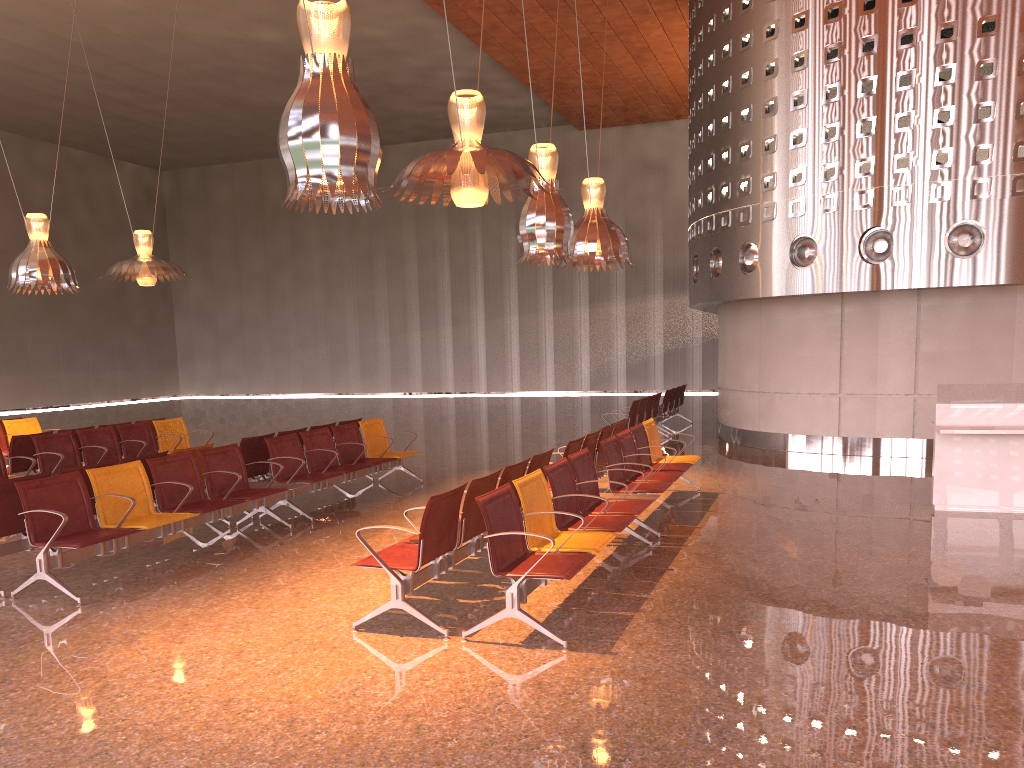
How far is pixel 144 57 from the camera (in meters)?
23.20
